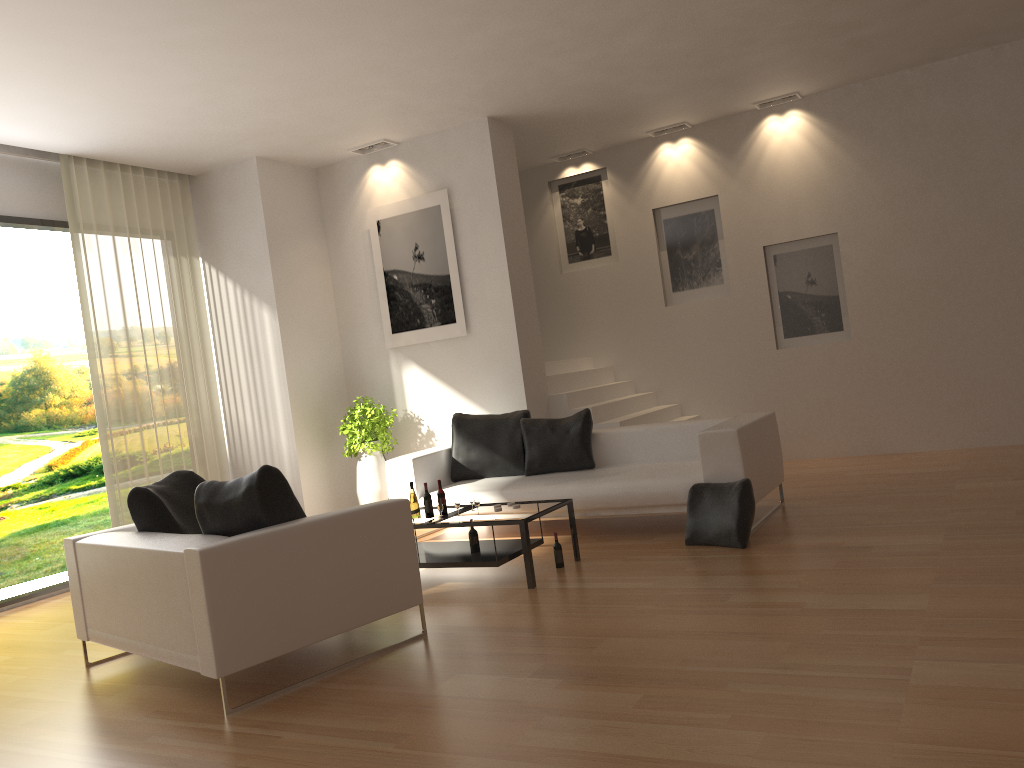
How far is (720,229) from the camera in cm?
974

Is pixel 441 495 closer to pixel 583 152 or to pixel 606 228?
pixel 606 228

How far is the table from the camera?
5.52m

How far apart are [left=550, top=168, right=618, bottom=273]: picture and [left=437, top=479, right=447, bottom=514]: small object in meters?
5.1

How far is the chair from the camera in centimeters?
395cm

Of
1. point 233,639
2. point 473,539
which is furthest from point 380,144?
point 233,639

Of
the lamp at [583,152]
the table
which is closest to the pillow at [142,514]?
the table

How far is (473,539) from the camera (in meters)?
5.96

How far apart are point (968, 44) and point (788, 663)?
6.9 meters

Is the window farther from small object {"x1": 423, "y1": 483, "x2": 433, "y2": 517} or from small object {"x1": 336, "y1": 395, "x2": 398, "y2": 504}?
small object {"x1": 423, "y1": 483, "x2": 433, "y2": 517}
